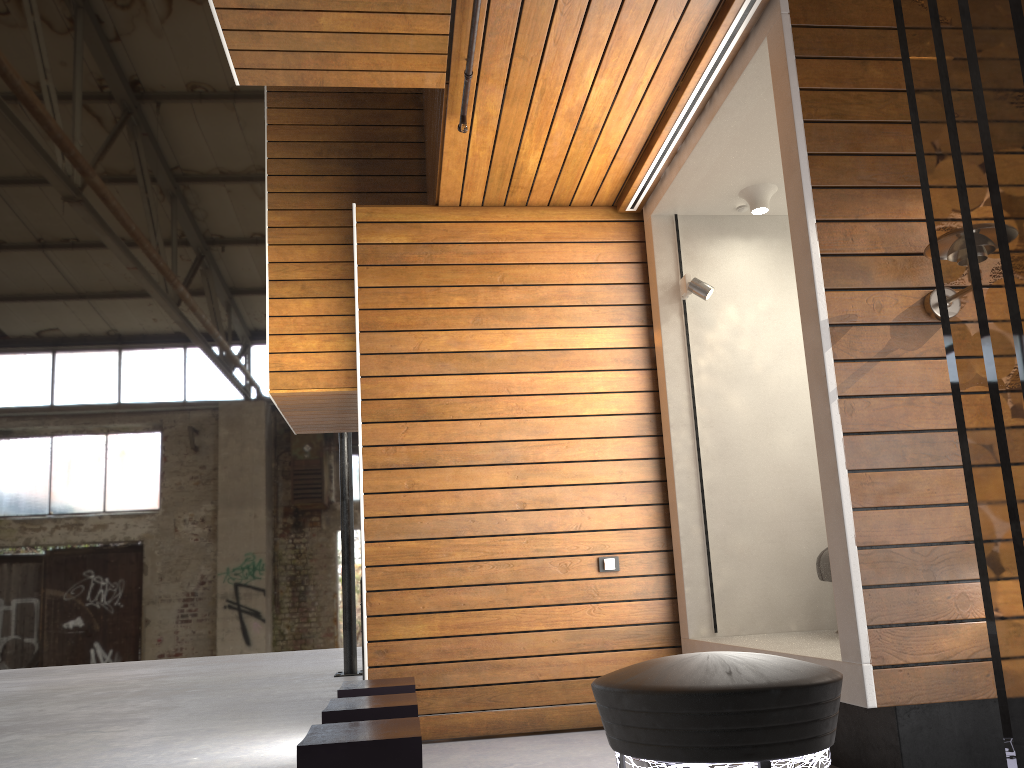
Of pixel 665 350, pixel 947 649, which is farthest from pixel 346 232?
pixel 947 649

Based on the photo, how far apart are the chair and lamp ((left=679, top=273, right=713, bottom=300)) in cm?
152

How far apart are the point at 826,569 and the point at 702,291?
Answer: 1.63m

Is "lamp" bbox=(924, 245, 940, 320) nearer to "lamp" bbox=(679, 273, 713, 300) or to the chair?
the chair

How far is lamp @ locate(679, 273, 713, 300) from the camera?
5.0 meters

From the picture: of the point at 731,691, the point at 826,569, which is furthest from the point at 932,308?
the point at 731,691

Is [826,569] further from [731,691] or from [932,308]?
[731,691]

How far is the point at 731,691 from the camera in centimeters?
84cm

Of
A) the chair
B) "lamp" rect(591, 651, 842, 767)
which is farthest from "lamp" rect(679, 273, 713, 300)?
"lamp" rect(591, 651, 842, 767)

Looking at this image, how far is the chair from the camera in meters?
4.5 m
